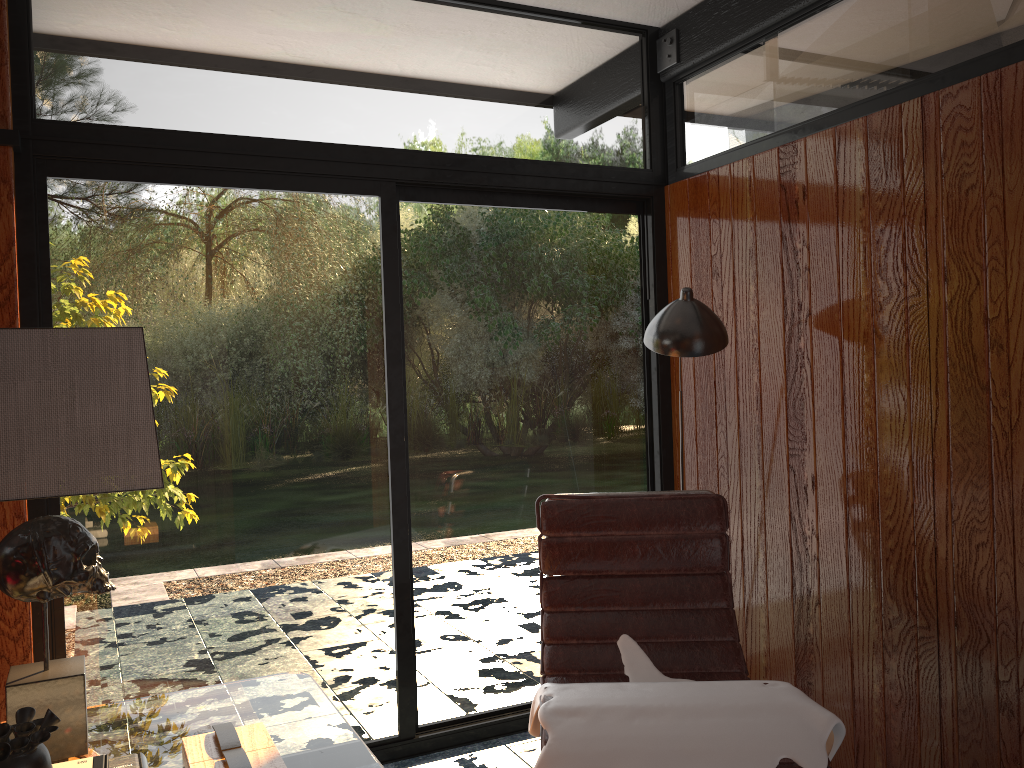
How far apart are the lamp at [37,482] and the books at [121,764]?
0.16m

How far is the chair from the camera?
2.5m

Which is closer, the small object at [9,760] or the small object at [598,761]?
the small object at [9,760]

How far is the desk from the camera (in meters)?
1.51

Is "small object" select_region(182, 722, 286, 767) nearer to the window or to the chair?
the chair

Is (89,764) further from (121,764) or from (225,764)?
(225,764)

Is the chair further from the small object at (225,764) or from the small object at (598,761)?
the small object at (225,764)

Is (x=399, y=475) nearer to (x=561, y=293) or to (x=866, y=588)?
(x=561, y=293)

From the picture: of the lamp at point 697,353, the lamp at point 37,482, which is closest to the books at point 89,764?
the lamp at point 37,482

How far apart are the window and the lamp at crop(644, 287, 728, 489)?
0.6m
